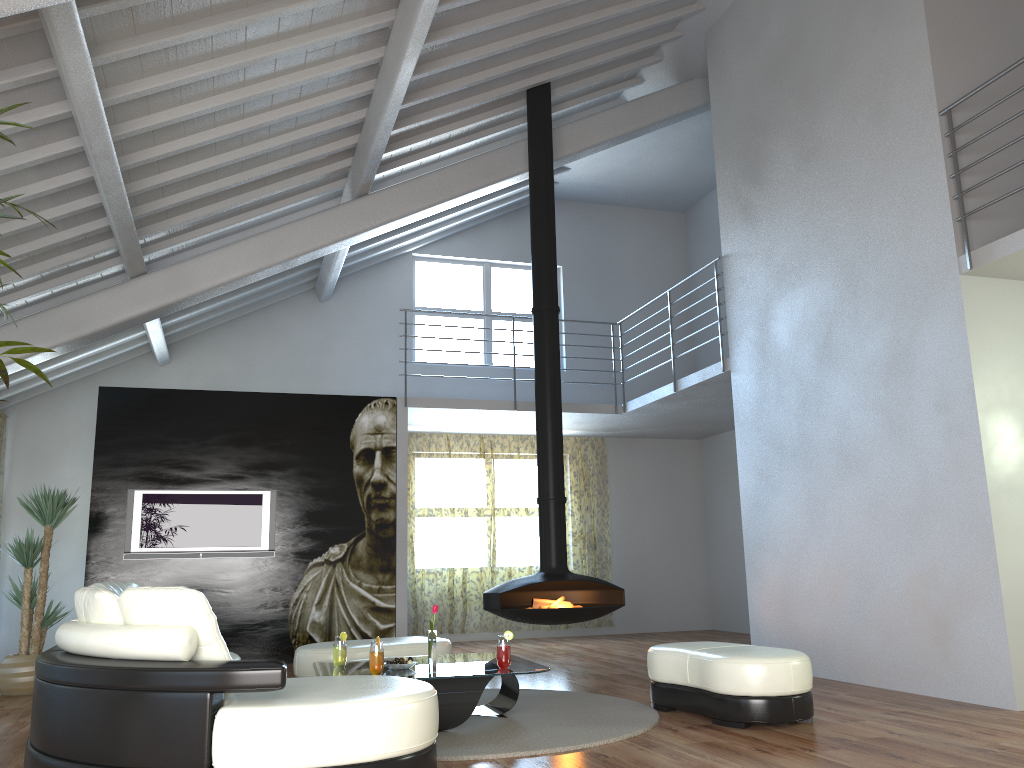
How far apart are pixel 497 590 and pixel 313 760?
3.9 meters

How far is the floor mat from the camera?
4.1 meters

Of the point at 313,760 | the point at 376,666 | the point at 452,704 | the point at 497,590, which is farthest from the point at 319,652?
the point at 313,760

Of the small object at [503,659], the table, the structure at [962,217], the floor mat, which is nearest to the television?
the floor mat

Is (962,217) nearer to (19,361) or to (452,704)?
(452,704)

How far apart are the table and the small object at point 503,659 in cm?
3

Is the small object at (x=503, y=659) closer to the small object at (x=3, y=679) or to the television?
the small object at (x=3, y=679)

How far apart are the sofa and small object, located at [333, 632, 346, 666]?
0.6m

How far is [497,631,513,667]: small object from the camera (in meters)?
4.70

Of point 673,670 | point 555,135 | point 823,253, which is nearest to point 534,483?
point 555,135
